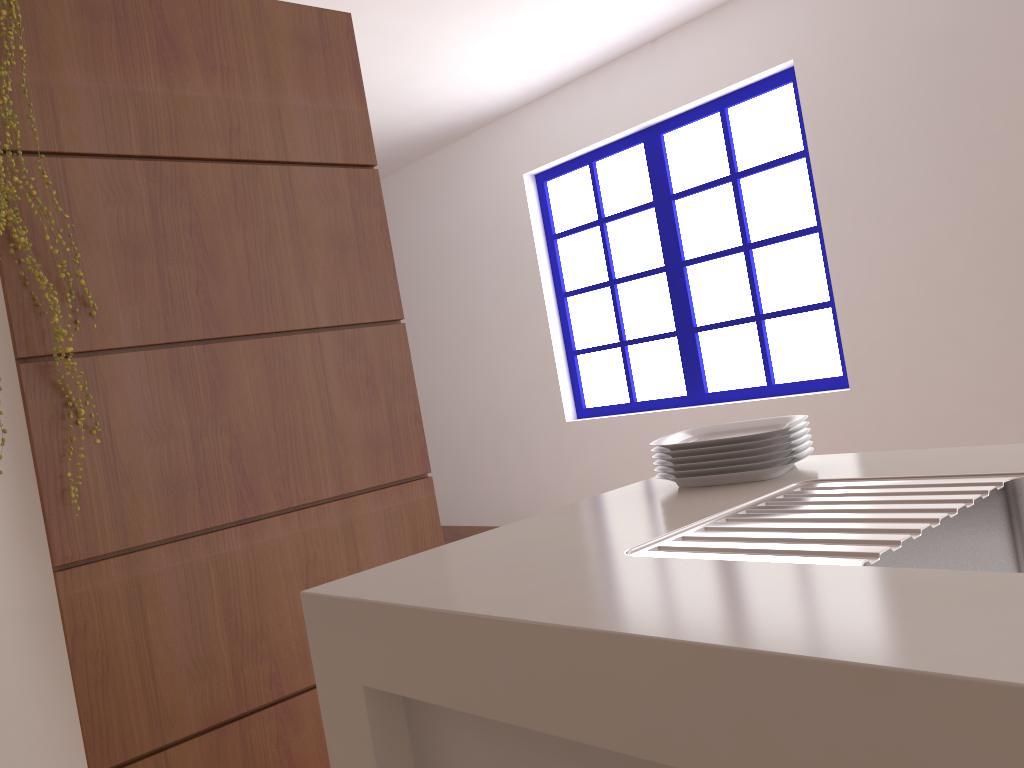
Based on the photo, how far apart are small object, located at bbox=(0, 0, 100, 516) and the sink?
1.2m

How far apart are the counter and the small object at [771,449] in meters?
0.0

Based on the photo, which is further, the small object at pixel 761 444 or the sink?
the small object at pixel 761 444

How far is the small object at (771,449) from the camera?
1.3 meters

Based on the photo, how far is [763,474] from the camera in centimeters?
127cm

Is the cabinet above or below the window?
below

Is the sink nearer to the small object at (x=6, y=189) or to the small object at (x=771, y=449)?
the small object at (x=771, y=449)

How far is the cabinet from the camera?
0.8 meters

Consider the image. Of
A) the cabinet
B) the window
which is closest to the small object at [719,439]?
the cabinet

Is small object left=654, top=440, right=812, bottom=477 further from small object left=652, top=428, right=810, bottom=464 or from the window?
the window
